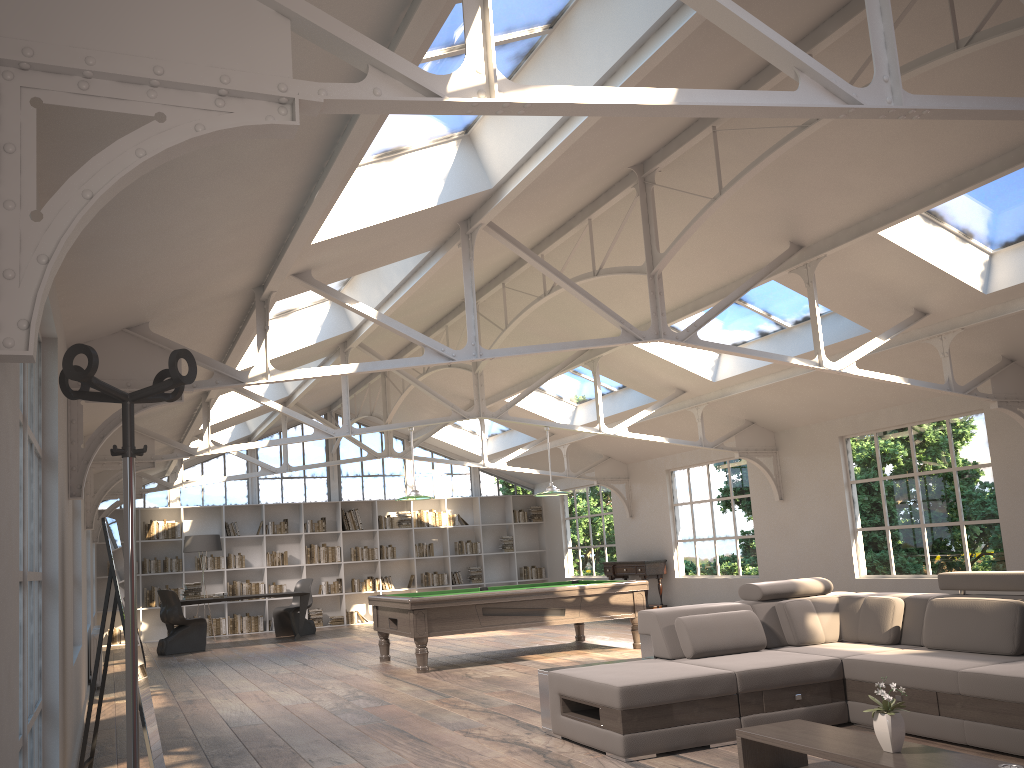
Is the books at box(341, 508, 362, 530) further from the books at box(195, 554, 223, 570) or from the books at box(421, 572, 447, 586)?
the books at box(195, 554, 223, 570)

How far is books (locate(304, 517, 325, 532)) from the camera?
16.28m

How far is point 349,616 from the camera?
16.3 meters

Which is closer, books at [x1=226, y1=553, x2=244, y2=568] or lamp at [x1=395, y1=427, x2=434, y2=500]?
lamp at [x1=395, y1=427, x2=434, y2=500]

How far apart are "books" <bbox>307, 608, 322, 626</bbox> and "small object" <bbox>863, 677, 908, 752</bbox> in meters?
13.5

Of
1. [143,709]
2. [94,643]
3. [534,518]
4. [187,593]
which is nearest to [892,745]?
[143,709]

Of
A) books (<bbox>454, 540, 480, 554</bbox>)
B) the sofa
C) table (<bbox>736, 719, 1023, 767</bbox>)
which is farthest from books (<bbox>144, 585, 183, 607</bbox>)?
table (<bbox>736, 719, 1023, 767</bbox>)

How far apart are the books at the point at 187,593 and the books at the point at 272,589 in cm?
248

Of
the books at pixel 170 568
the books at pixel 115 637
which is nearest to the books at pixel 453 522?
the books at pixel 170 568

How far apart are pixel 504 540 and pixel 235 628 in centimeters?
539cm
